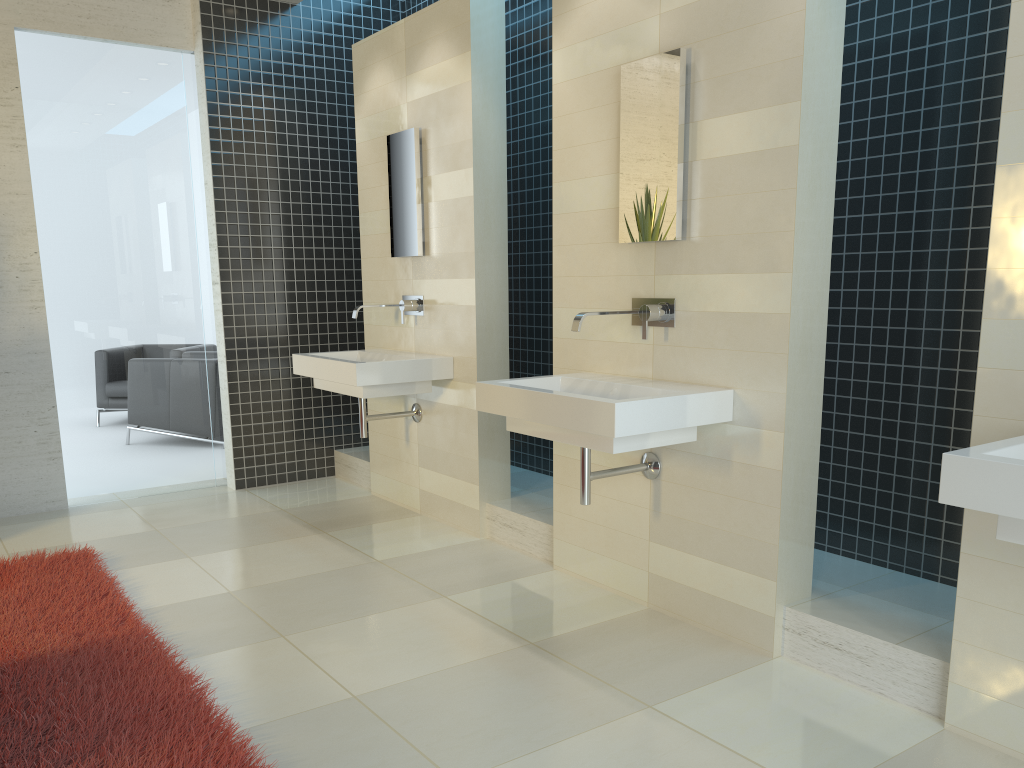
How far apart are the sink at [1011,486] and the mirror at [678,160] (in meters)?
1.51

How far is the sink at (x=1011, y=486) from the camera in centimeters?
189cm

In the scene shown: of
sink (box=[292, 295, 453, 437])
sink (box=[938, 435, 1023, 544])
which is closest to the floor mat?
sink (box=[292, 295, 453, 437])

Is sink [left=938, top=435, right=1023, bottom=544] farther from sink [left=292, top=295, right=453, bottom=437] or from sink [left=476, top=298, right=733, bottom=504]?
sink [left=292, top=295, right=453, bottom=437]

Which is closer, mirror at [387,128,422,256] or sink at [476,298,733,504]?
sink at [476,298,733,504]

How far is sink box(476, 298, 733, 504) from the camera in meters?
3.0

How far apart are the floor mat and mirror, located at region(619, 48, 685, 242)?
2.3 meters

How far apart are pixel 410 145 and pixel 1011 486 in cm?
376

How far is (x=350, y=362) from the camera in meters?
4.5

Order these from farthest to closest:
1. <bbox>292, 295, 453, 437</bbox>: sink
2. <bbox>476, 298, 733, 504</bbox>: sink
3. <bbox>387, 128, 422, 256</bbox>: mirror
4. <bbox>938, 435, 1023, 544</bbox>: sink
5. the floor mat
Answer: <bbox>387, 128, 422, 256</bbox>: mirror → <bbox>292, 295, 453, 437</bbox>: sink → <bbox>476, 298, 733, 504</bbox>: sink → the floor mat → <bbox>938, 435, 1023, 544</bbox>: sink
